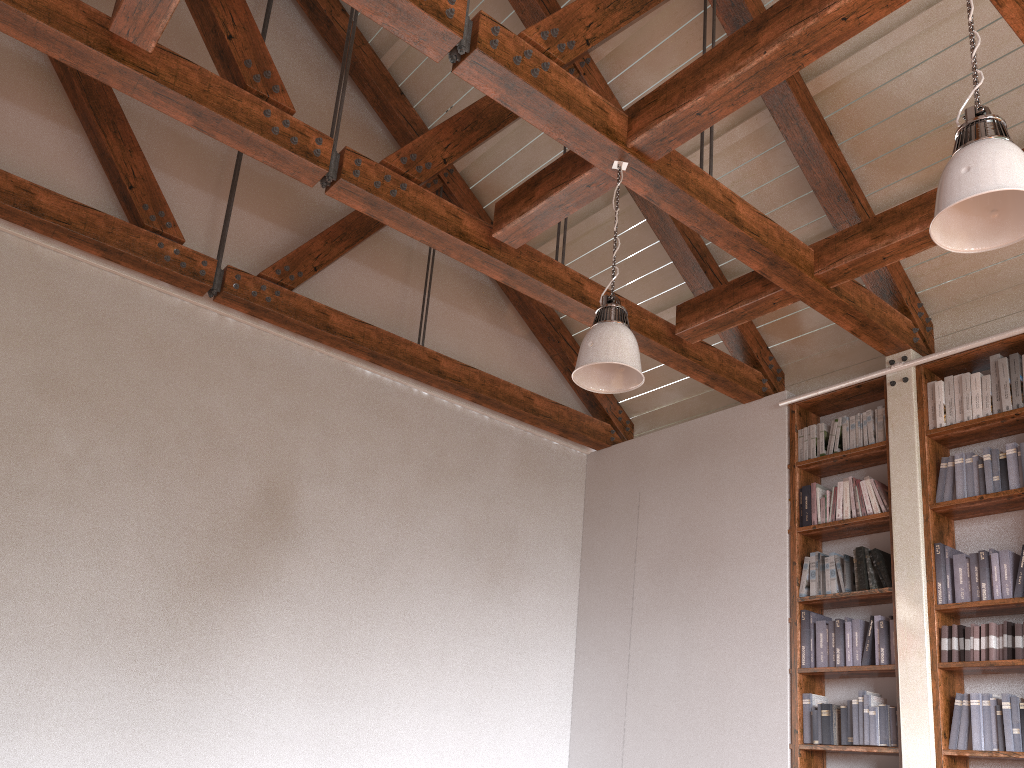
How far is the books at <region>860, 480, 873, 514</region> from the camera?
5.1 meters

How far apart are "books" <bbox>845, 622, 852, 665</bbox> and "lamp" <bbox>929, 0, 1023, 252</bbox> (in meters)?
2.99

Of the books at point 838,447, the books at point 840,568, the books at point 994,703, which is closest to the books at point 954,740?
the books at point 994,703

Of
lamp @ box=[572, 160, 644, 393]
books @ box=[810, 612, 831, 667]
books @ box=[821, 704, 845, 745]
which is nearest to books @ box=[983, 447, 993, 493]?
books @ box=[810, 612, 831, 667]

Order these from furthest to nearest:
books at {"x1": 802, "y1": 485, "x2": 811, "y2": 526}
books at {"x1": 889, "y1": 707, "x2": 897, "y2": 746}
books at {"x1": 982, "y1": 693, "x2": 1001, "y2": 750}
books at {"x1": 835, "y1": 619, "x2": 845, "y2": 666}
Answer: books at {"x1": 802, "y1": 485, "x2": 811, "y2": 526}
books at {"x1": 835, "y1": 619, "x2": 845, "y2": 666}
books at {"x1": 889, "y1": 707, "x2": 897, "y2": 746}
books at {"x1": 982, "y1": 693, "x2": 1001, "y2": 750}

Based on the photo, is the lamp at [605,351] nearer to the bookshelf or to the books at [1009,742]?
the bookshelf

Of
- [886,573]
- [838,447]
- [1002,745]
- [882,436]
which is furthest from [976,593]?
[838,447]

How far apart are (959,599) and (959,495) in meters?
0.6 m

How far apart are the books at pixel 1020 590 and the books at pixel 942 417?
0.91m

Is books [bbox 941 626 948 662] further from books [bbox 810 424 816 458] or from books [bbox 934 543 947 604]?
books [bbox 810 424 816 458]
